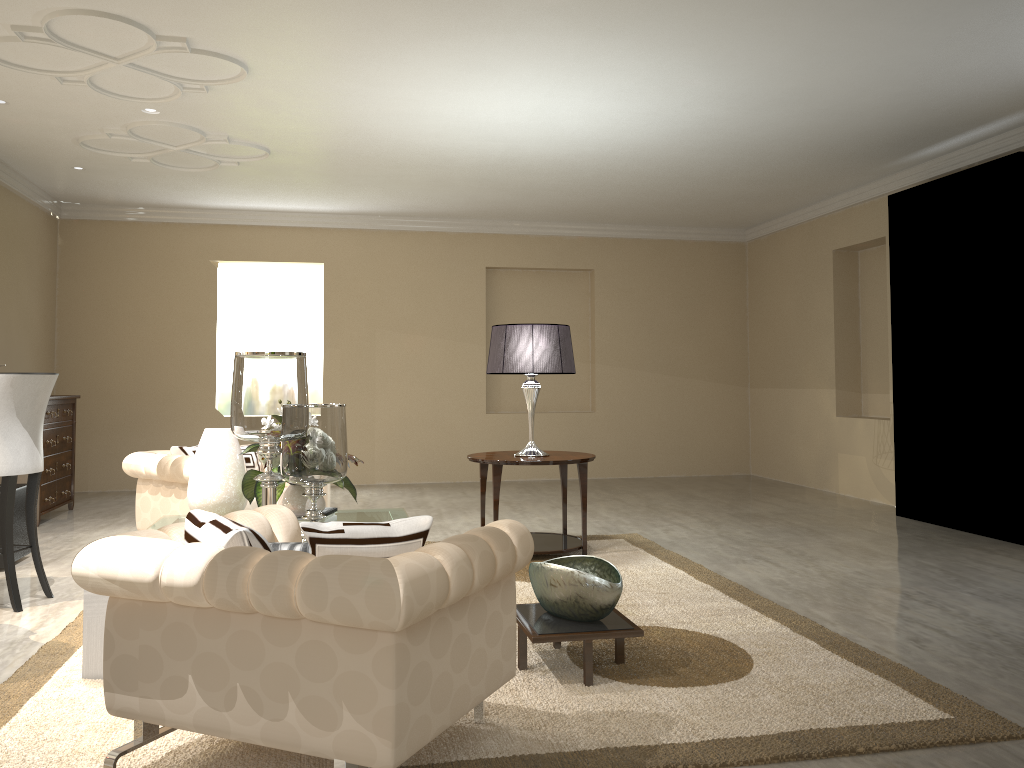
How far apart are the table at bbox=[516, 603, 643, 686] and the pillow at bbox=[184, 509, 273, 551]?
0.91m

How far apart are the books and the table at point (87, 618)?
1.1 meters

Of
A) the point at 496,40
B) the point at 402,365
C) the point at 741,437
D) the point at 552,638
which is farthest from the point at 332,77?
the point at 741,437

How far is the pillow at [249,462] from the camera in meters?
4.8

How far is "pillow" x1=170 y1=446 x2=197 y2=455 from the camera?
4.4m

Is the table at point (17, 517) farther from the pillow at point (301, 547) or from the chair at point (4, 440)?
the pillow at point (301, 547)

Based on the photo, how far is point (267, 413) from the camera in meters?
2.8

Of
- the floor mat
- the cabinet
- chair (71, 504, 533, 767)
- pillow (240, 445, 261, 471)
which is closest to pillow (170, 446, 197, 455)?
pillow (240, 445, 261, 471)

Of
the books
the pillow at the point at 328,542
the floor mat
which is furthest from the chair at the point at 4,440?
the pillow at the point at 328,542

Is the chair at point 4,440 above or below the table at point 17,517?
above
